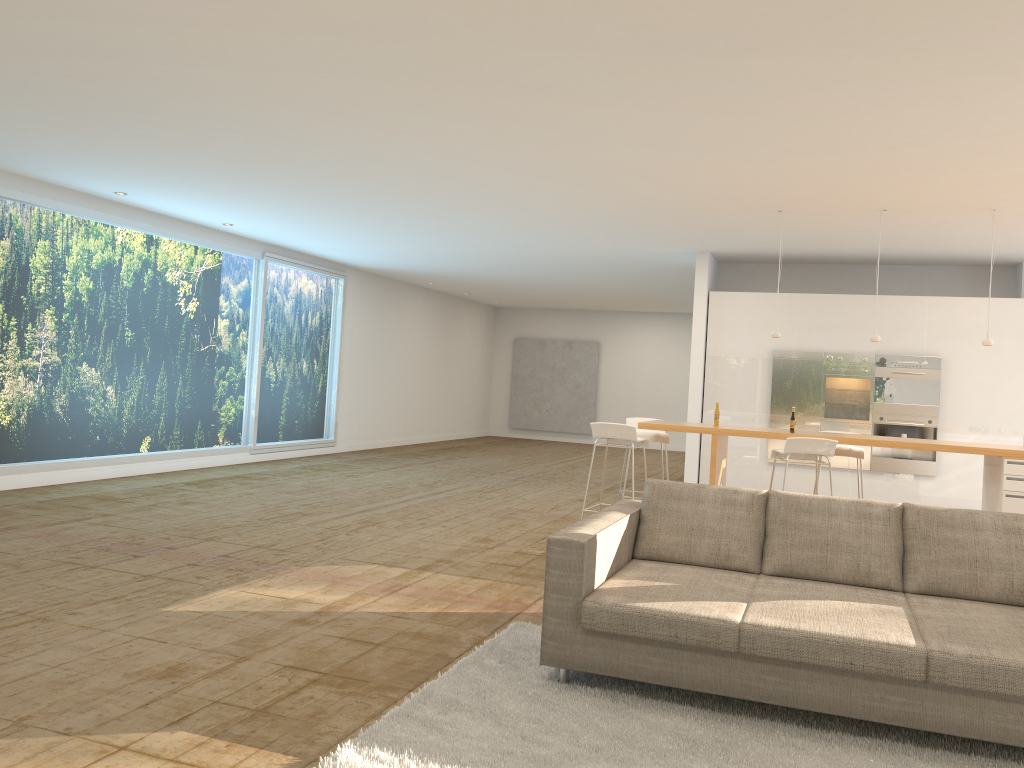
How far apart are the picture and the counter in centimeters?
1200cm

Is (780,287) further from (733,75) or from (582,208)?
(733,75)

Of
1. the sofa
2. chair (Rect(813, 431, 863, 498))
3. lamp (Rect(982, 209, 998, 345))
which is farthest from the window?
lamp (Rect(982, 209, 998, 345))

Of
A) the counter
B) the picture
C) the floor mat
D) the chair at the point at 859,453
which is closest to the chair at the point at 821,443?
the counter

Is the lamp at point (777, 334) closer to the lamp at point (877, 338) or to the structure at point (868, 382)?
the lamp at point (877, 338)

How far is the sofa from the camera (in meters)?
3.32

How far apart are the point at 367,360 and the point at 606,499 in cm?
607

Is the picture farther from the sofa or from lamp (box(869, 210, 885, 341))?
the sofa

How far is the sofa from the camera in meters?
3.3 m

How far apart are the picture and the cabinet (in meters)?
9.22
